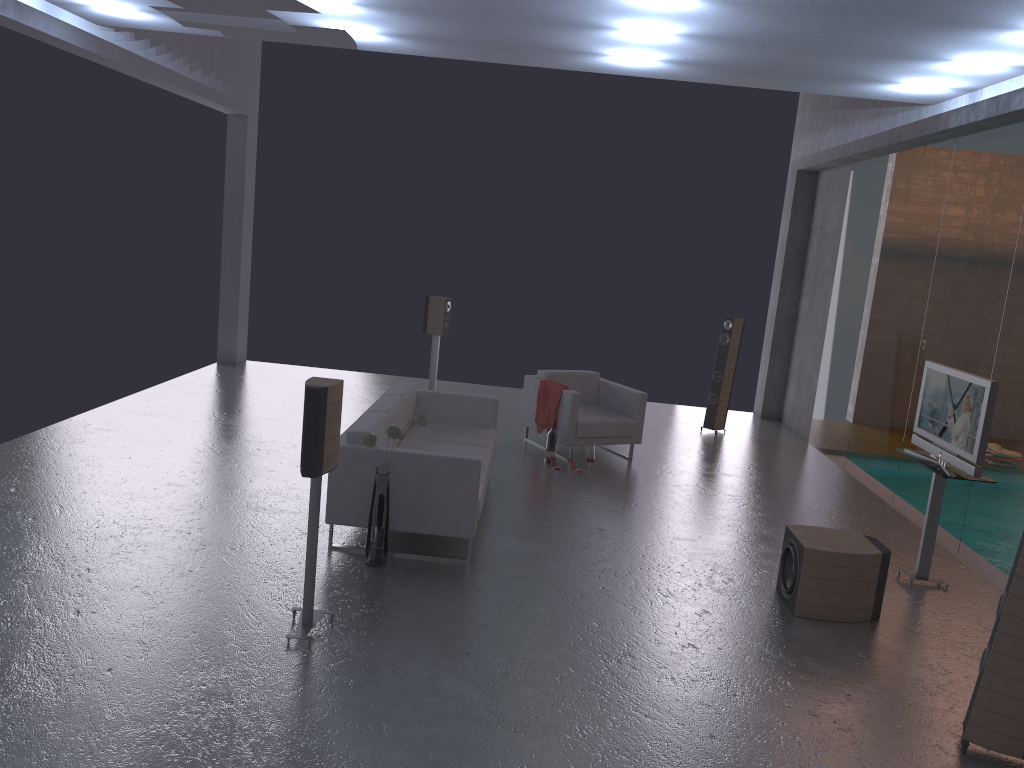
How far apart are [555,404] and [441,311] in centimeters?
246cm

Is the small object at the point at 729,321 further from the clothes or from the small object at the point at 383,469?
the small object at the point at 383,469

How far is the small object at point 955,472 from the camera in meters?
6.1 m

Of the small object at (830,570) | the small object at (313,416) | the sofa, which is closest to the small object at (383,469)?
the sofa

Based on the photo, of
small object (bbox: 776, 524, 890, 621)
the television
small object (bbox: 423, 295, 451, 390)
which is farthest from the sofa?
the television

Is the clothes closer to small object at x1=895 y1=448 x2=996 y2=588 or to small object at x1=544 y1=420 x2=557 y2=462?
small object at x1=544 y1=420 x2=557 y2=462

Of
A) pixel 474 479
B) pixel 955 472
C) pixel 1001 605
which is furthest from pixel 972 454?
pixel 474 479

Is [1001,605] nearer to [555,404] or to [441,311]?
[555,404]

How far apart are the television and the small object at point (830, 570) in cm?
78

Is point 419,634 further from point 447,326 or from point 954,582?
point 447,326
